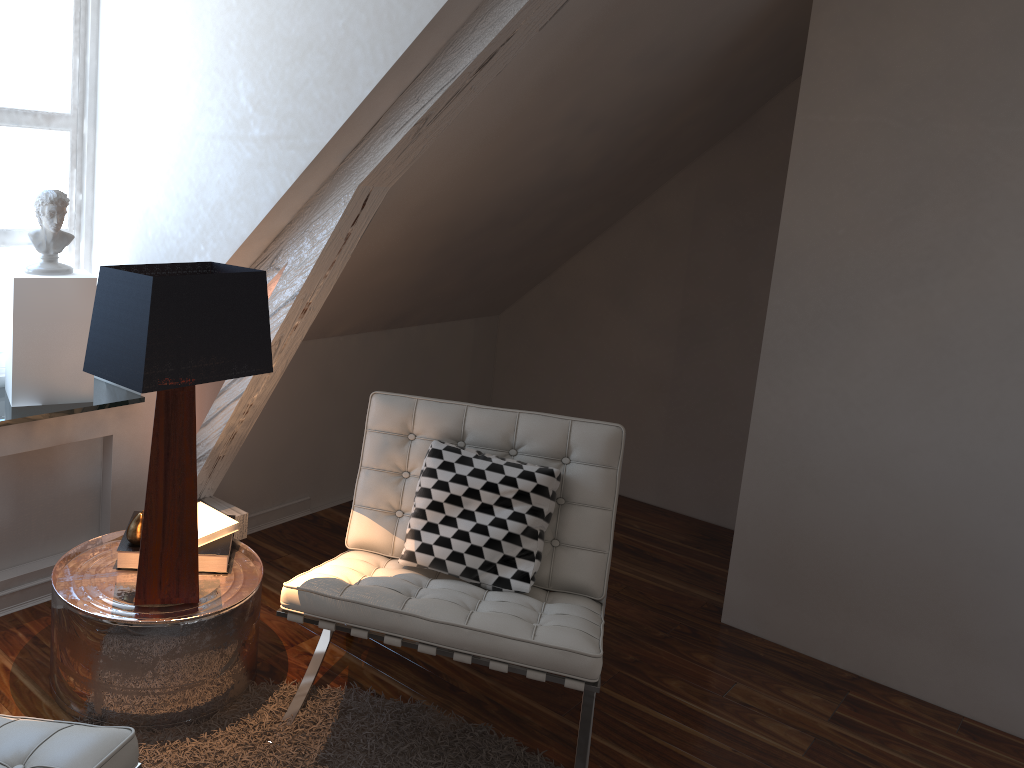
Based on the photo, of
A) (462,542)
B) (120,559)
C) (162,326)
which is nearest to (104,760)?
(162,326)

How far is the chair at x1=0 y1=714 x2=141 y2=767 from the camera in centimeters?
121cm

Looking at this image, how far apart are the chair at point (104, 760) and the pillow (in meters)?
0.88

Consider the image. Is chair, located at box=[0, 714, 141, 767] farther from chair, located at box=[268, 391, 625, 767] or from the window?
the window

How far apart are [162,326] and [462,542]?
0.86m

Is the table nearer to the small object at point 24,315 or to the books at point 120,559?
the books at point 120,559

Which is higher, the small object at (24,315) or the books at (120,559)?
the small object at (24,315)

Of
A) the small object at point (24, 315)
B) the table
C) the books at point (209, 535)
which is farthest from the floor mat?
the small object at point (24, 315)

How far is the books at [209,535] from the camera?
2.10m

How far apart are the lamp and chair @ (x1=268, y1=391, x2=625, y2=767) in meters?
0.2 m
